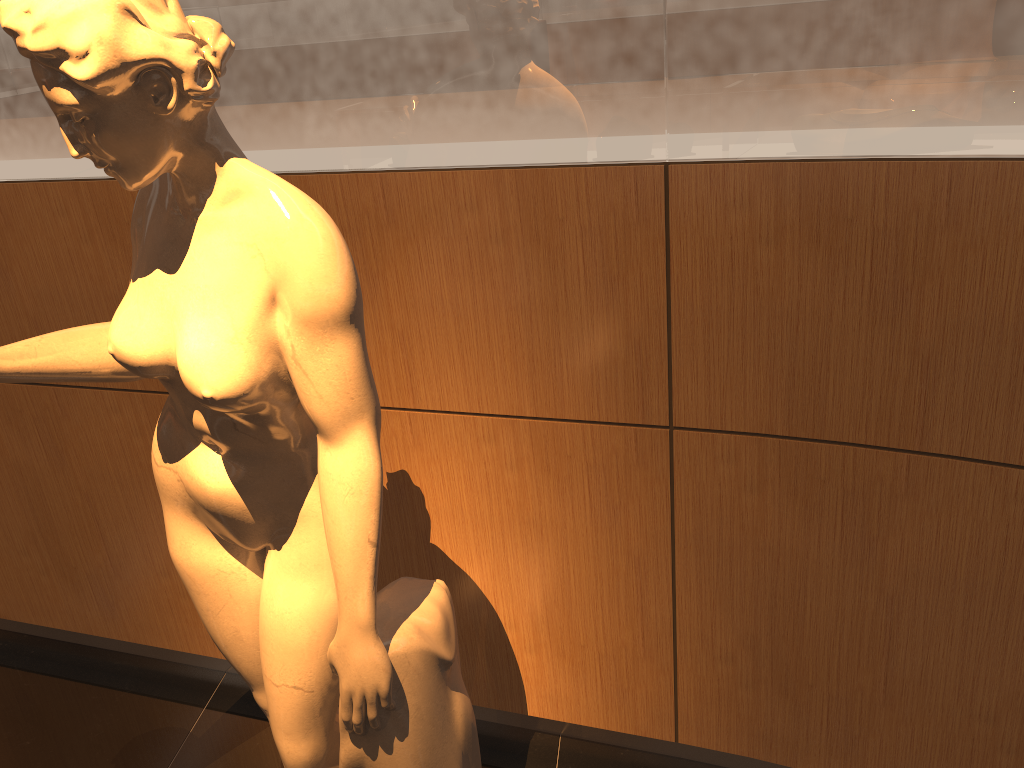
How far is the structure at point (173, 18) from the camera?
1.0 meters

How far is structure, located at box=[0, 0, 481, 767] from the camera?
1.00m

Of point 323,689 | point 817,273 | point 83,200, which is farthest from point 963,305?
point 83,200

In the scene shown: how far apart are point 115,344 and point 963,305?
1.3m

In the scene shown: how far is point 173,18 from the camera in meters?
1.0 m
